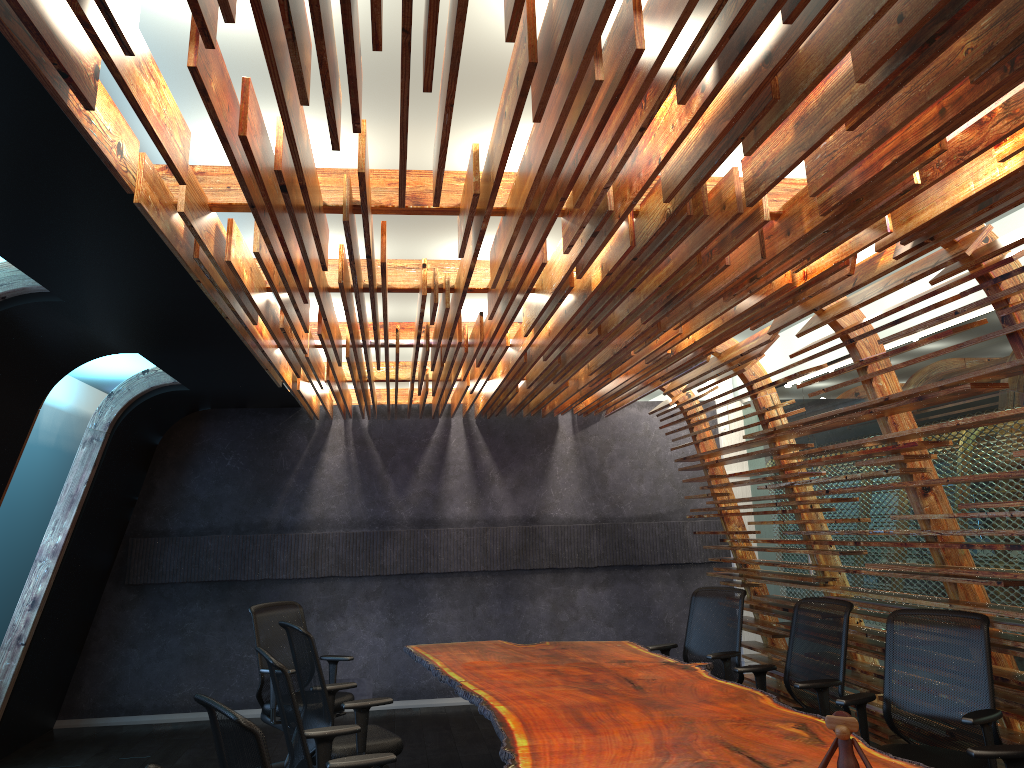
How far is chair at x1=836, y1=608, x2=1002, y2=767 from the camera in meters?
4.4

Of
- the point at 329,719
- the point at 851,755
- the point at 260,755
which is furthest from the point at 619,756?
the point at 329,719

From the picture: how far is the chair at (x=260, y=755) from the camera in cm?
270

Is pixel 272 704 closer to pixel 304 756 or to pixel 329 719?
pixel 329 719

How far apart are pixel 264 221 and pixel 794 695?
4.7 meters

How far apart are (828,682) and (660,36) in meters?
4.4 m

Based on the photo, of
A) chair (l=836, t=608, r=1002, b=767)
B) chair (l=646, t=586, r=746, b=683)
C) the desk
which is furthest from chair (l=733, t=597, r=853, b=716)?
chair (l=646, t=586, r=746, b=683)

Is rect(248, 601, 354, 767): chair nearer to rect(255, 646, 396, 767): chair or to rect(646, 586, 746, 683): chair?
rect(255, 646, 396, 767): chair

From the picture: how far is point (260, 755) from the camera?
2.70m

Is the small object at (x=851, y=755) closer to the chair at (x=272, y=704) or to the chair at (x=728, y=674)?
the chair at (x=728, y=674)
